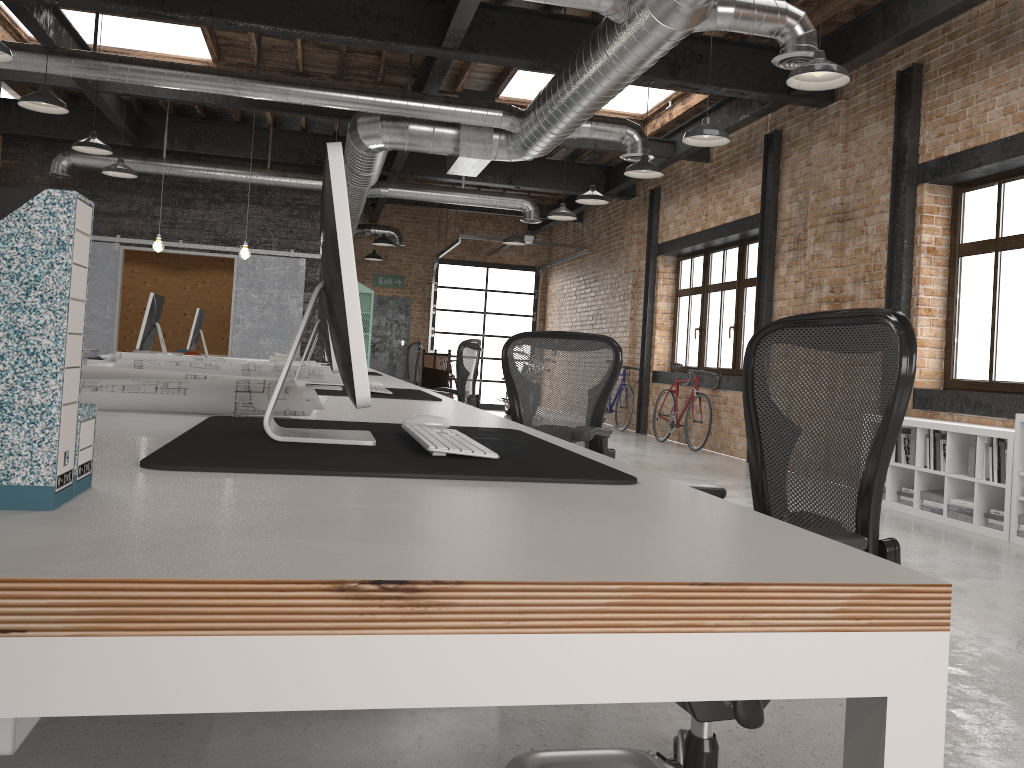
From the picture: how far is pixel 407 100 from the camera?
8.1 meters

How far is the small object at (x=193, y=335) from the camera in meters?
8.6

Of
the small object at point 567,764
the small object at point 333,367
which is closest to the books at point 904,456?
the small object at point 333,367

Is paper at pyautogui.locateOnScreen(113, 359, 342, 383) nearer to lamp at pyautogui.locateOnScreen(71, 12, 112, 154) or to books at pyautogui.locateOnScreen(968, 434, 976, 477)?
books at pyautogui.locateOnScreen(968, 434, 976, 477)

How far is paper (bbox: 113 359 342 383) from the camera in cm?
411

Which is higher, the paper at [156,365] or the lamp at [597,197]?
the lamp at [597,197]

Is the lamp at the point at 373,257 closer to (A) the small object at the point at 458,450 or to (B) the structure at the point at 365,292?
(B) the structure at the point at 365,292

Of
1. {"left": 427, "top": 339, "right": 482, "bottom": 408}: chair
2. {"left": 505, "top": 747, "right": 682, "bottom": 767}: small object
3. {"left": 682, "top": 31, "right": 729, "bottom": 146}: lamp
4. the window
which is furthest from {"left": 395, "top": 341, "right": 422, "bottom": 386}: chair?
{"left": 505, "top": 747, "right": 682, "bottom": 767}: small object

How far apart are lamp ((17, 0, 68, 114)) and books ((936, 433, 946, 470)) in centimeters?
701cm

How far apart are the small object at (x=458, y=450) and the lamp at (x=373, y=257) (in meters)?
15.27
